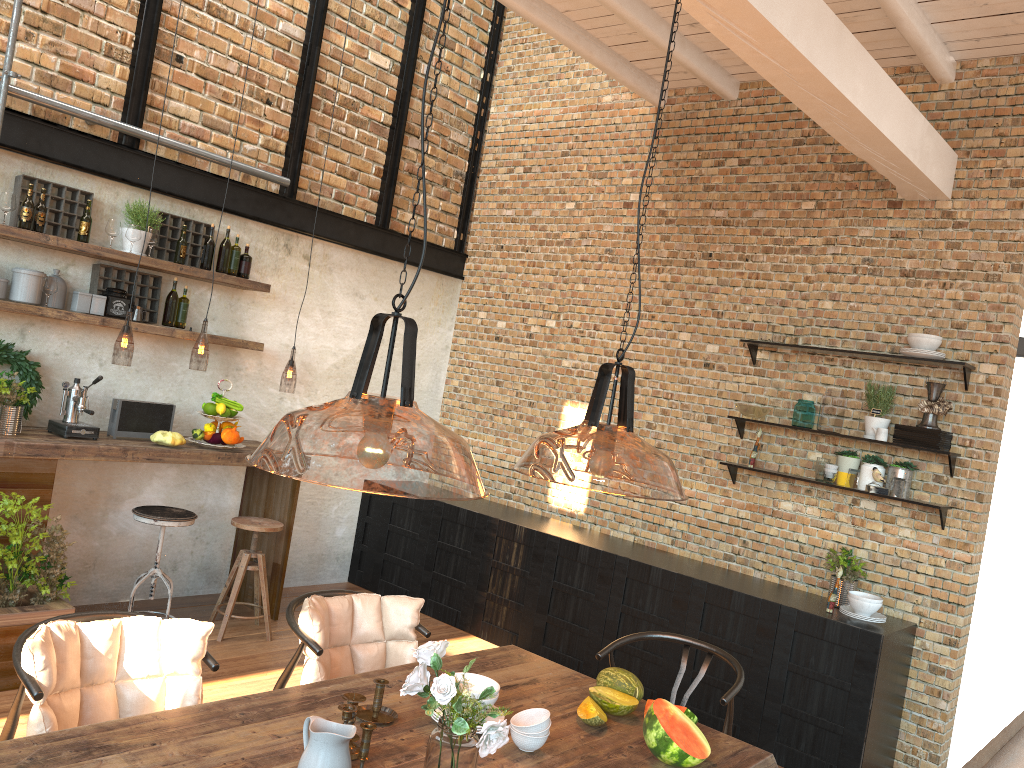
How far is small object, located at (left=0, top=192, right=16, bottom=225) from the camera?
4.65m

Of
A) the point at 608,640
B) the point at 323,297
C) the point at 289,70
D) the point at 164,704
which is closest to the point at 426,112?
the point at 289,70

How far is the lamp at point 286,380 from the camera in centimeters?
955cm

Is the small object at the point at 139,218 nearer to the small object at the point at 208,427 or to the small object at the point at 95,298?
the small object at the point at 95,298

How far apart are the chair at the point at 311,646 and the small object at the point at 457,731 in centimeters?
92cm

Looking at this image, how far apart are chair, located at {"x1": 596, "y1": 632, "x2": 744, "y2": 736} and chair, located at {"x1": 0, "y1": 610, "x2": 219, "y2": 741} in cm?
154

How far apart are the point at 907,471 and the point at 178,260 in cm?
448

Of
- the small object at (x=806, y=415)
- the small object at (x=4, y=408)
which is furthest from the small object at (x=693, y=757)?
the small object at (x=4, y=408)

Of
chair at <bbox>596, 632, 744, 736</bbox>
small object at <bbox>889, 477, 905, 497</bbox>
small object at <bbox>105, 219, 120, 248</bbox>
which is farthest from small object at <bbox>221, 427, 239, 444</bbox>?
small object at <bbox>889, 477, 905, 497</bbox>

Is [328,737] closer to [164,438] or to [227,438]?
[164,438]
